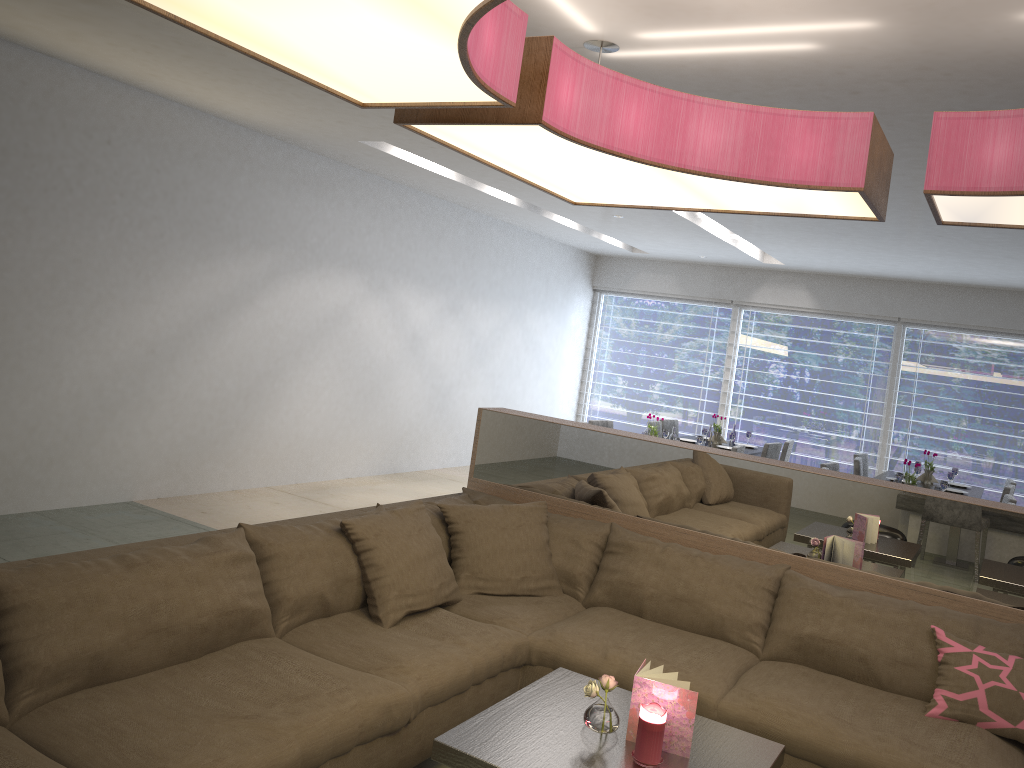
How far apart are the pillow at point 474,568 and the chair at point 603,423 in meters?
3.9 m

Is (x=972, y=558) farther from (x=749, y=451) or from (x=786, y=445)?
(x=786, y=445)

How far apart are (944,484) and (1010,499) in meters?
0.5

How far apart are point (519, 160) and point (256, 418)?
4.2m

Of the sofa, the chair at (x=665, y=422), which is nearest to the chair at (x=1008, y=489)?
the chair at (x=665, y=422)

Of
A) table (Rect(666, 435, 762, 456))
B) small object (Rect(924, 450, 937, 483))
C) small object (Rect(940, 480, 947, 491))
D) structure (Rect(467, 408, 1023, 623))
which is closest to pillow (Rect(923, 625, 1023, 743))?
structure (Rect(467, 408, 1023, 623))

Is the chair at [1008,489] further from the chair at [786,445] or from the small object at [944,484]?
the chair at [786,445]

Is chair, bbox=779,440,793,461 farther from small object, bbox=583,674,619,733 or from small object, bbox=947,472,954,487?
small object, bbox=583,674,619,733

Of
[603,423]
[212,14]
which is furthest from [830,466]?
[212,14]

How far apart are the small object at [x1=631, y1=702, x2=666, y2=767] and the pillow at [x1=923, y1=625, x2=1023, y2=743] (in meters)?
1.10
